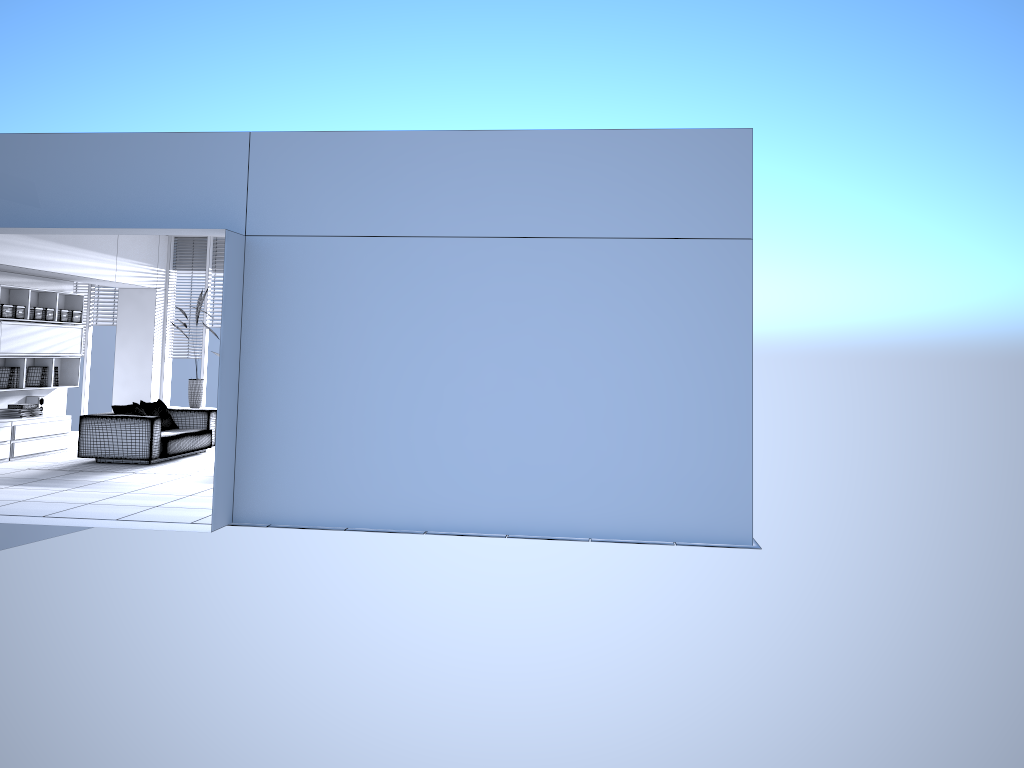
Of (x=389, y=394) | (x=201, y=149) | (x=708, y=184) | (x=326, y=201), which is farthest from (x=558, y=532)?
(x=201, y=149)

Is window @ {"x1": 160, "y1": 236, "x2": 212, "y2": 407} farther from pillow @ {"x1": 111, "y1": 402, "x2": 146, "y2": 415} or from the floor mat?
pillow @ {"x1": 111, "y1": 402, "x2": 146, "y2": 415}

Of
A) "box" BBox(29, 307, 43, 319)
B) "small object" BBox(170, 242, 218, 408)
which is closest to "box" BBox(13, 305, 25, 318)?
"box" BBox(29, 307, 43, 319)

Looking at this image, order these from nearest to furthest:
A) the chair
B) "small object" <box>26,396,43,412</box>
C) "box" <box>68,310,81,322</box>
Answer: the chair
"small object" <box>26,396,43,412</box>
"box" <box>68,310,81,322</box>

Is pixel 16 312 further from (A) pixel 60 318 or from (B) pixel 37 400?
(B) pixel 37 400

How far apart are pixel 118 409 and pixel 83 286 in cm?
438

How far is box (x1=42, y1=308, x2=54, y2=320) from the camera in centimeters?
1113cm

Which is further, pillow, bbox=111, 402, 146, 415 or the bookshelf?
the bookshelf

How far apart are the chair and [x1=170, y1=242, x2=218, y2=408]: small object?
1.6m

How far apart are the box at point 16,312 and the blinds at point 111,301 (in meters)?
3.06
